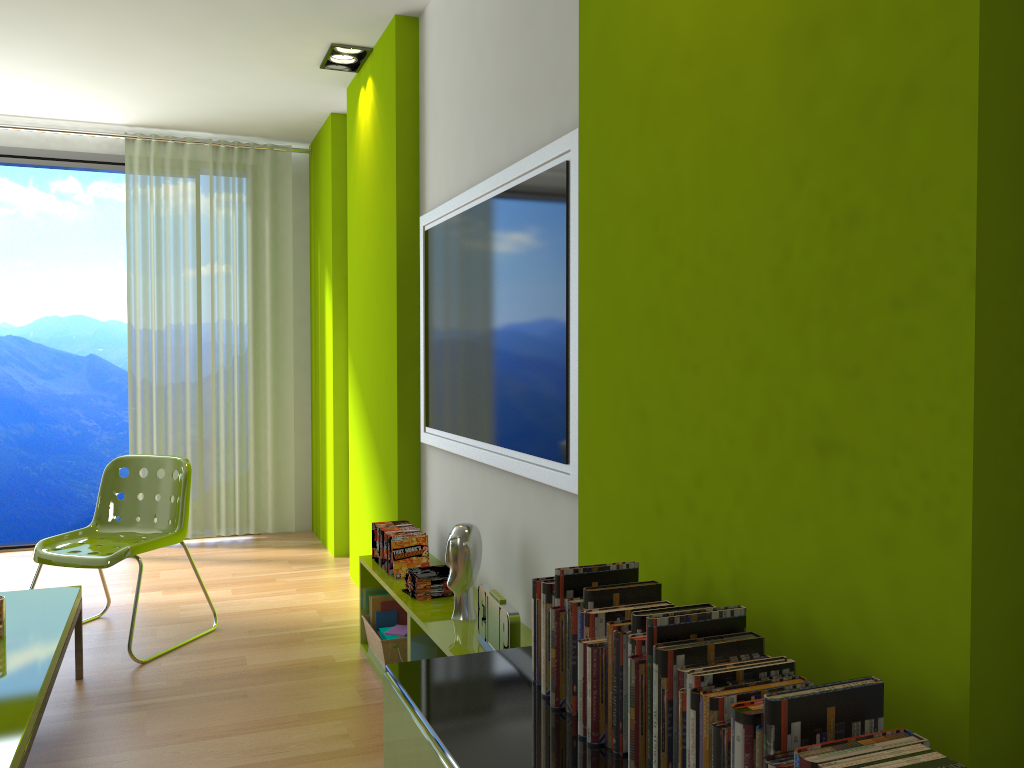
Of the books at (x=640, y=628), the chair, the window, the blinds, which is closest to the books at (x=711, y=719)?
the books at (x=640, y=628)

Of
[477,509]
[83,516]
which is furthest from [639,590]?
[83,516]

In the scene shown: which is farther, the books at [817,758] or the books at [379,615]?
the books at [379,615]

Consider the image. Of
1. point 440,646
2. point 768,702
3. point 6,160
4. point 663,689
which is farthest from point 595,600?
point 6,160

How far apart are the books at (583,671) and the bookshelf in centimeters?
107cm

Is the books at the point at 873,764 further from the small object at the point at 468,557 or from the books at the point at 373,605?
the books at the point at 373,605

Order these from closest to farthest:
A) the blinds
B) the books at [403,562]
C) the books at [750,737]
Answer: the books at [750,737], the books at [403,562], the blinds

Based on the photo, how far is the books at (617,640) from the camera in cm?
136

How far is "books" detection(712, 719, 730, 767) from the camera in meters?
1.1

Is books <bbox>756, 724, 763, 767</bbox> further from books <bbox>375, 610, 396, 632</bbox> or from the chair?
the chair
